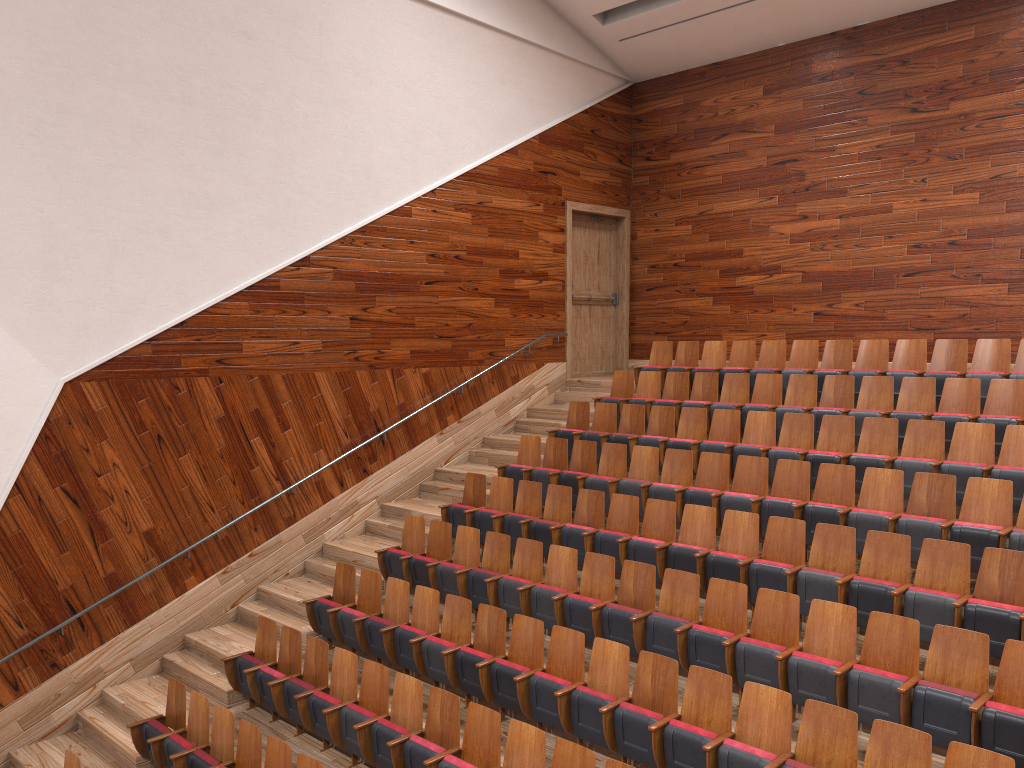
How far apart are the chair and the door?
0.1 meters

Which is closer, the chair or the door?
the chair

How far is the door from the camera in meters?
1.3 m

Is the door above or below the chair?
above

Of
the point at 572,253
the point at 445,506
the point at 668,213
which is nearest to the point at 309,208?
the point at 445,506

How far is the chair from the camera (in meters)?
0.50

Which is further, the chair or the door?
the door

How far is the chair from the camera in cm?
50

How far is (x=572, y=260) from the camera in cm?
126

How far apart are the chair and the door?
0.1 meters
